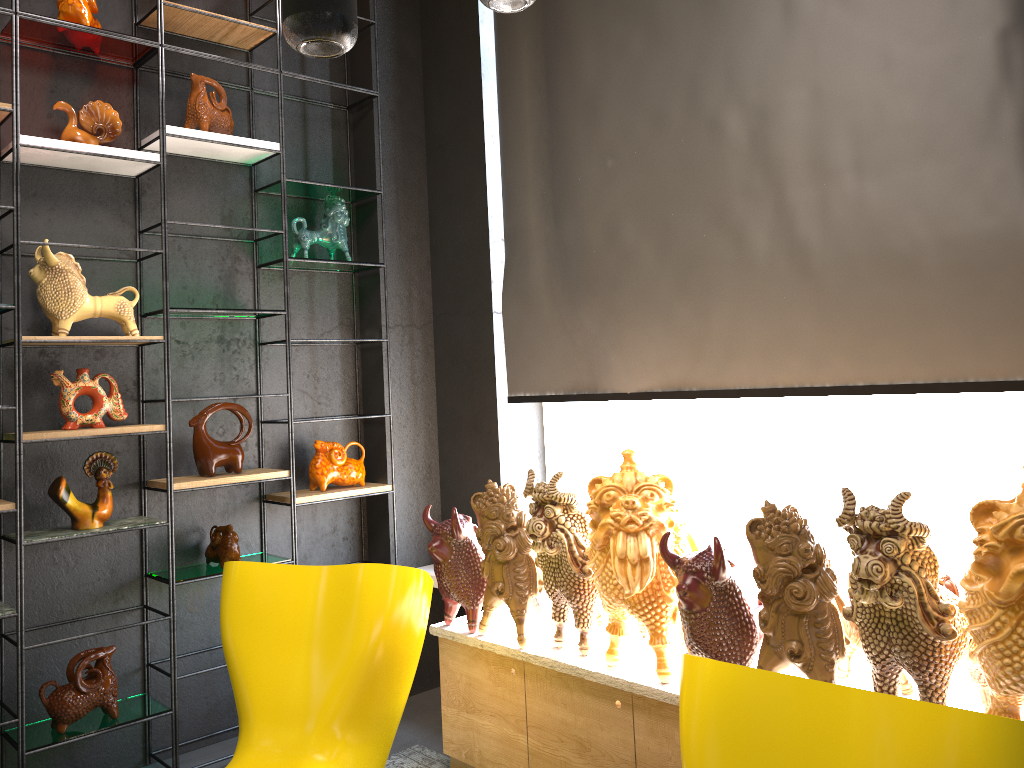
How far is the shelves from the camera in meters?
3.0 m

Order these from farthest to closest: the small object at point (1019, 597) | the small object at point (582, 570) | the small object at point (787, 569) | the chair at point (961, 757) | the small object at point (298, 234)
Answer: the small object at point (298, 234) → the small object at point (582, 570) → the small object at point (787, 569) → the small object at point (1019, 597) → the chair at point (961, 757)

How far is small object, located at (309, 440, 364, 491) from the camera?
3.8 meters

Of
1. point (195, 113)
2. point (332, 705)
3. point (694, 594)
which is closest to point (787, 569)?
point (694, 594)

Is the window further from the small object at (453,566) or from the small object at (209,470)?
the small object at (209,470)

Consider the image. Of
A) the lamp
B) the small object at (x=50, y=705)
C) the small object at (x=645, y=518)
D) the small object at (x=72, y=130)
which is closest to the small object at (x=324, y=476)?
the small object at (x=50, y=705)

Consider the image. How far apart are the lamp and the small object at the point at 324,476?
2.22m

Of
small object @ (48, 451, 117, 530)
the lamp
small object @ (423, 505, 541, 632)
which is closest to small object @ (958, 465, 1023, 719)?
the lamp

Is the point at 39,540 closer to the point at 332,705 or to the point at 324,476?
the point at 324,476

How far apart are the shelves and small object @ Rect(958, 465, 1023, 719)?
2.5m
